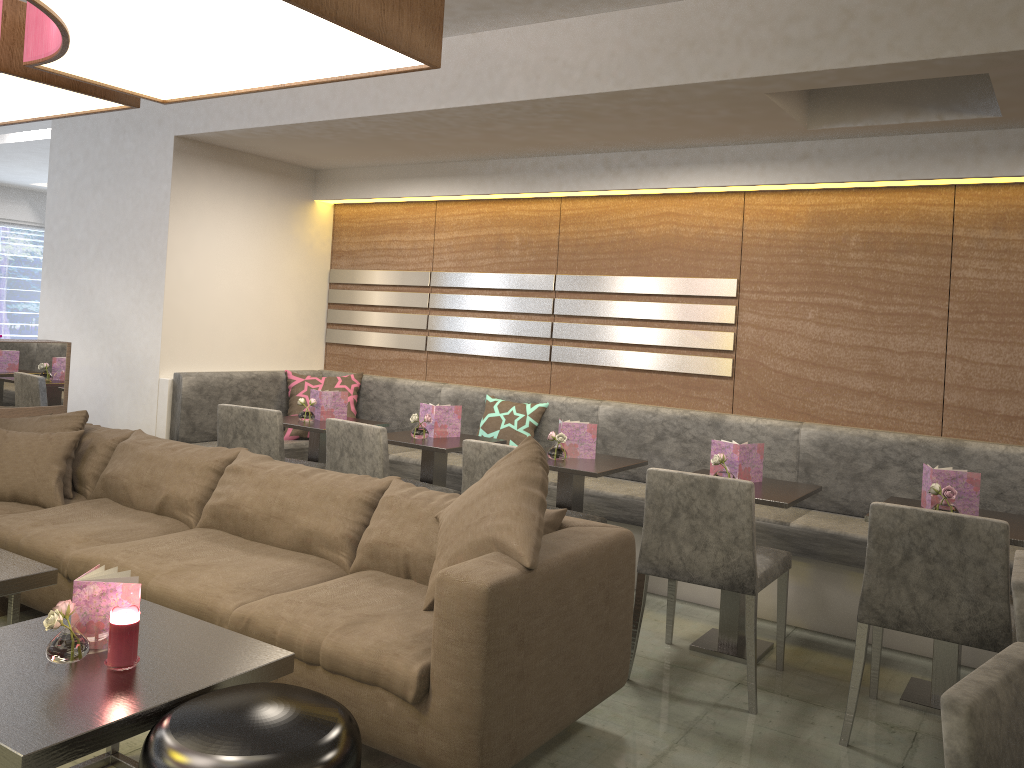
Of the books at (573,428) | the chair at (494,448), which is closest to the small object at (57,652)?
the chair at (494,448)

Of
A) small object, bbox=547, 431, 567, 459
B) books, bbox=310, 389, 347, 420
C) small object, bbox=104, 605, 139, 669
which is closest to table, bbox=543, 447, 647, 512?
small object, bbox=547, 431, 567, 459

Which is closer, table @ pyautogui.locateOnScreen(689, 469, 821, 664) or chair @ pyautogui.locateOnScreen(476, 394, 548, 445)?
table @ pyautogui.locateOnScreen(689, 469, 821, 664)

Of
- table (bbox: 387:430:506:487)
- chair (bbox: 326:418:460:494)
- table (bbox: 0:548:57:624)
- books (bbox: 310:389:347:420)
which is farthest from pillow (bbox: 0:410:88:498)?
table (bbox: 387:430:506:487)

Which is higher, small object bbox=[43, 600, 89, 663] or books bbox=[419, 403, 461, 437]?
books bbox=[419, 403, 461, 437]

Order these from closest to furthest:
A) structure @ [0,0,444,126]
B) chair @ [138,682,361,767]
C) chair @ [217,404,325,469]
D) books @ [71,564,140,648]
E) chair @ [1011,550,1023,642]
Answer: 1. chair @ [138,682,361,767]
2. chair @ [1011,550,1023,642]
3. structure @ [0,0,444,126]
4. books @ [71,564,140,648]
5. chair @ [217,404,325,469]

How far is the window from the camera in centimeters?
1072cm

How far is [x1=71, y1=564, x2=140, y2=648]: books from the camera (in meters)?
2.13

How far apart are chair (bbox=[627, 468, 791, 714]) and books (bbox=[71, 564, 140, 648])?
1.7m

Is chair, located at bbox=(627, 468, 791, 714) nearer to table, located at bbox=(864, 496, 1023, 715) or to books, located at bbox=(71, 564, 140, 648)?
table, located at bbox=(864, 496, 1023, 715)
